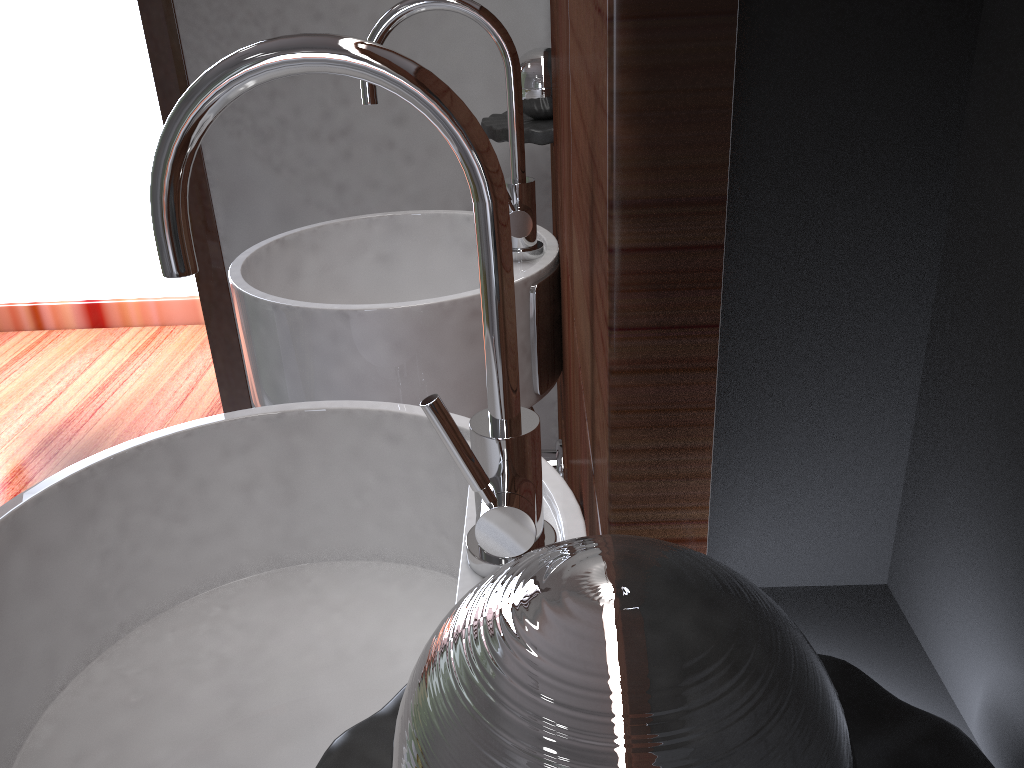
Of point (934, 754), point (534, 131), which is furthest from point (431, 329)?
point (934, 754)

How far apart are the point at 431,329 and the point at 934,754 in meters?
0.8

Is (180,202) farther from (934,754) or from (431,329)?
(431,329)

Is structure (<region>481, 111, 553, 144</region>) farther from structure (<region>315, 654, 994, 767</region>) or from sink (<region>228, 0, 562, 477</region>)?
structure (<region>315, 654, 994, 767</region>)

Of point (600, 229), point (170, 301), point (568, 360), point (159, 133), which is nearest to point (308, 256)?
point (568, 360)

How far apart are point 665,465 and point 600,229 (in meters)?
0.09

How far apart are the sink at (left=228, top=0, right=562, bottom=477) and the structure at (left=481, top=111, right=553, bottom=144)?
0.12m

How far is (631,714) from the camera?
0.16m

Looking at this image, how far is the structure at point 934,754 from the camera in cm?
26

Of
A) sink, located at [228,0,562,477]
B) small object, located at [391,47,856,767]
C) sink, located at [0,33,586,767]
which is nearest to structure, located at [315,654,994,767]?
small object, located at [391,47,856,767]
